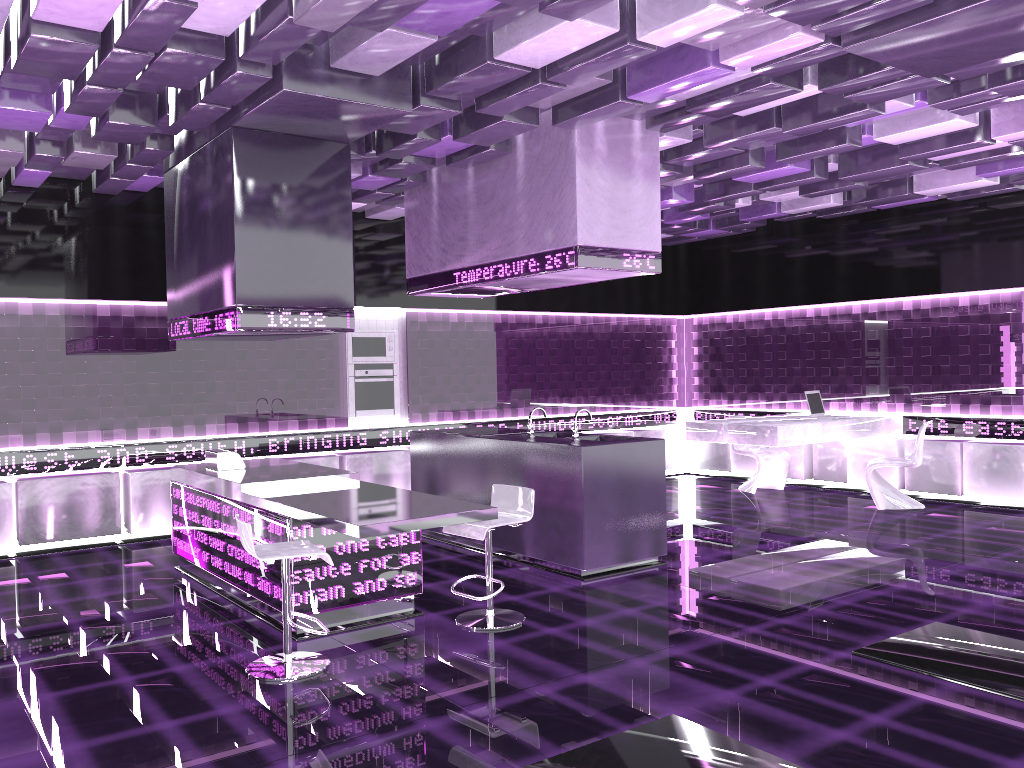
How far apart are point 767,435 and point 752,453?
1.6m

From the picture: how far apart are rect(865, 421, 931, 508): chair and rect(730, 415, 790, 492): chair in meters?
1.1

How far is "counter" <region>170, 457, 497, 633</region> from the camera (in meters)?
4.56

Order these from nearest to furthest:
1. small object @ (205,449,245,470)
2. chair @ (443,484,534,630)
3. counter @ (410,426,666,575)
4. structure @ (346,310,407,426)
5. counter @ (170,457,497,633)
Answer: counter @ (170,457,497,633) → chair @ (443,484,534,630) → counter @ (410,426,666,575) → small object @ (205,449,245,470) → structure @ (346,310,407,426)

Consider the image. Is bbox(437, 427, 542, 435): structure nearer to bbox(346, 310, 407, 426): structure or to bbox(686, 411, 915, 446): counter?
bbox(346, 310, 407, 426): structure

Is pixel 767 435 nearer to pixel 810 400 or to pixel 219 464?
pixel 810 400

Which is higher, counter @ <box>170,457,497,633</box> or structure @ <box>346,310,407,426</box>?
structure @ <box>346,310,407,426</box>

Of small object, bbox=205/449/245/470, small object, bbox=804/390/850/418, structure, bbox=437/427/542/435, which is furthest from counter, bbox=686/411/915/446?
small object, bbox=205/449/245/470

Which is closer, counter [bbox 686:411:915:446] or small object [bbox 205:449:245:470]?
small object [bbox 205:449:245:470]

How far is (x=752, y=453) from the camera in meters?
9.9
